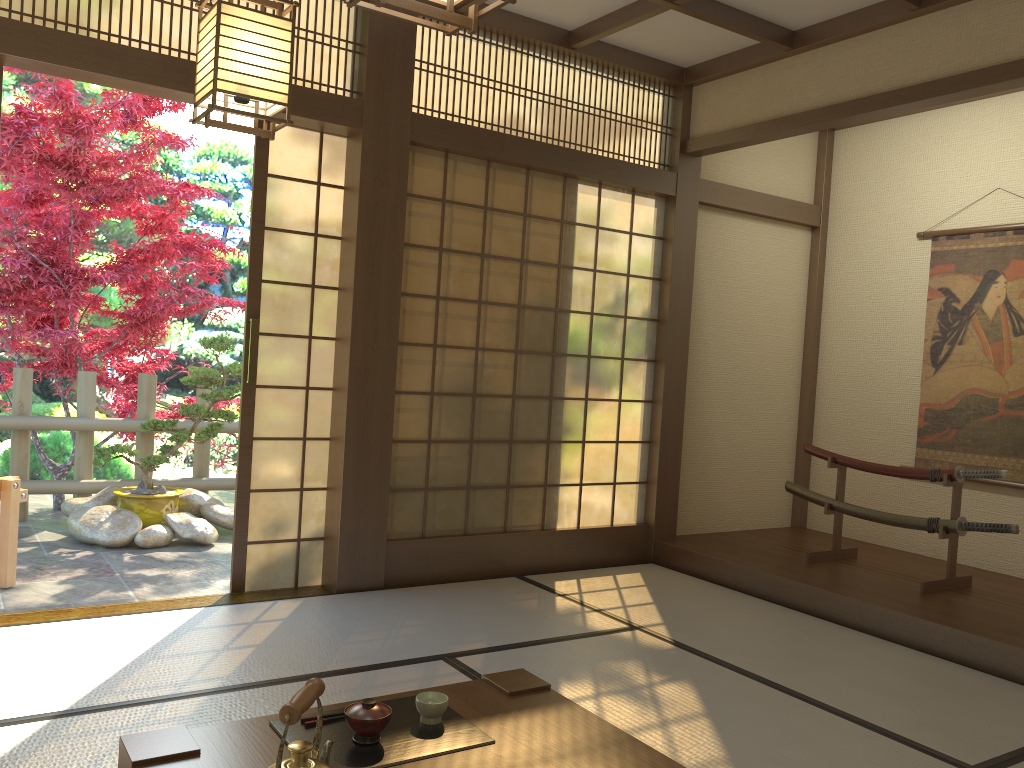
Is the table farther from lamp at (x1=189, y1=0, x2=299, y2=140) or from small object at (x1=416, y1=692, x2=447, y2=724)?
lamp at (x1=189, y1=0, x2=299, y2=140)

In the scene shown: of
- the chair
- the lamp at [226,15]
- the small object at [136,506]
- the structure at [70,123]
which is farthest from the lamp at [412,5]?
the structure at [70,123]

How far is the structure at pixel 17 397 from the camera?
5.93m

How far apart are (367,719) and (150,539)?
3.99m

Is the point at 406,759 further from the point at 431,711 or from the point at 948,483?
the point at 948,483

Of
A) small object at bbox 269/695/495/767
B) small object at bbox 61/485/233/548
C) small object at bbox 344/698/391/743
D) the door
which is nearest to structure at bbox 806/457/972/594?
the door

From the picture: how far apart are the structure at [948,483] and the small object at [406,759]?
3.24m

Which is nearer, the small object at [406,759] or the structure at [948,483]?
the small object at [406,759]

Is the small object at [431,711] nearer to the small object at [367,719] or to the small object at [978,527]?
the small object at [367,719]

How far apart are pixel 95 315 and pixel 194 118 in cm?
773
